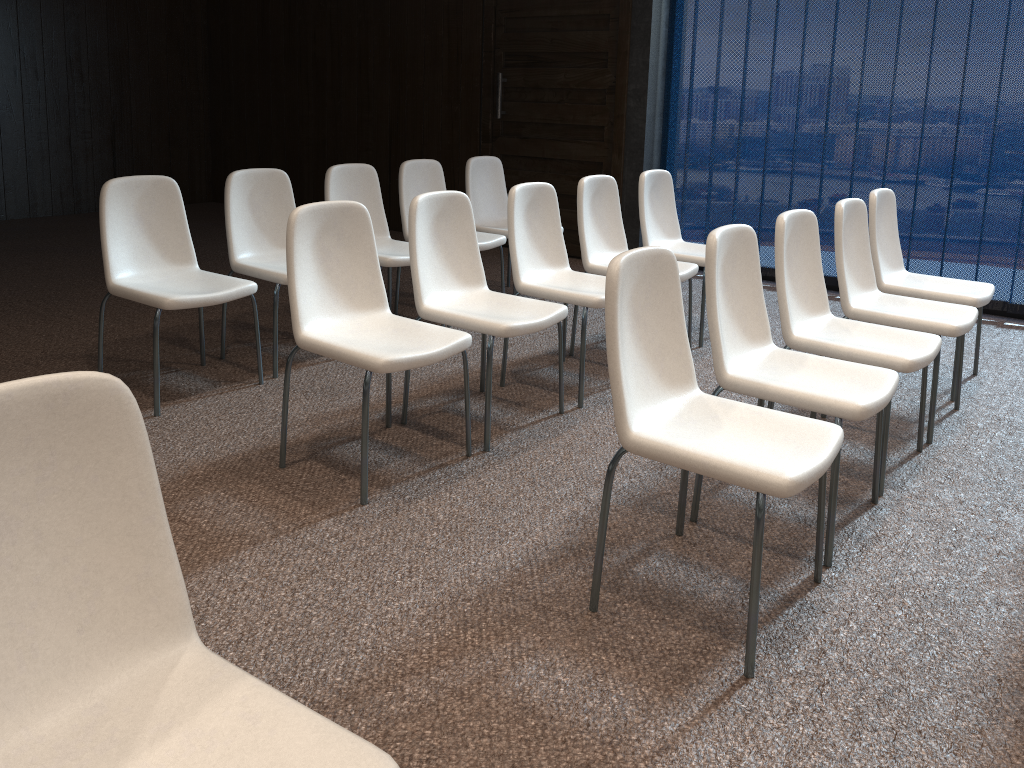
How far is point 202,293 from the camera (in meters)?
3.53

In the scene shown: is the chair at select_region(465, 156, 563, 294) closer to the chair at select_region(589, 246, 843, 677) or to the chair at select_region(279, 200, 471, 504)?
the chair at select_region(279, 200, 471, 504)

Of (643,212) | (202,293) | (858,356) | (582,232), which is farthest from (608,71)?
(858,356)

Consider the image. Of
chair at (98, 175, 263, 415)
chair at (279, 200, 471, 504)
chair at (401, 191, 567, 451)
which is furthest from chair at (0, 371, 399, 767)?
chair at (98, 175, 263, 415)

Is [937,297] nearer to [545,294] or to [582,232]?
[582,232]

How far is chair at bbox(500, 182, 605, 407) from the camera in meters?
3.8 m

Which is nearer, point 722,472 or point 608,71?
point 722,472

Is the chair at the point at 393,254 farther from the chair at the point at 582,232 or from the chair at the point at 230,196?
the chair at the point at 582,232

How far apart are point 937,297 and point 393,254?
2.6 meters

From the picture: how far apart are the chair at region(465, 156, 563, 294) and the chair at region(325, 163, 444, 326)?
0.8m
